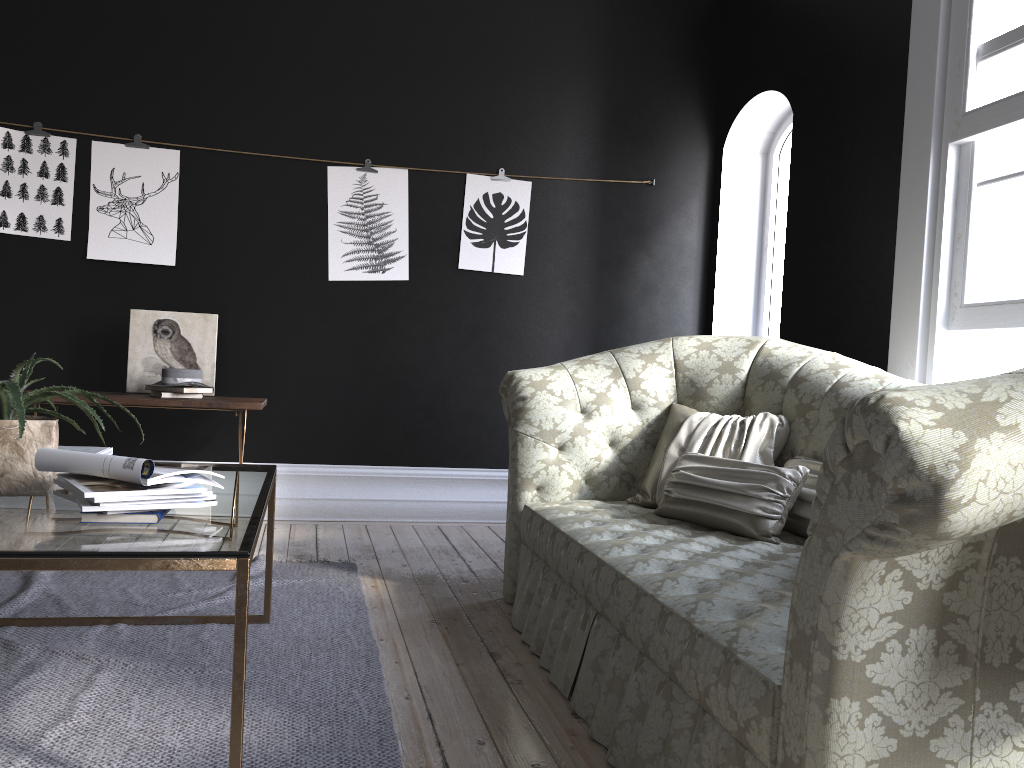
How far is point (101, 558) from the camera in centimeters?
165cm

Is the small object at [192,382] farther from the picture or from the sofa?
the sofa

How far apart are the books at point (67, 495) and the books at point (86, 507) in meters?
0.1

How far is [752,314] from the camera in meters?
5.7 m

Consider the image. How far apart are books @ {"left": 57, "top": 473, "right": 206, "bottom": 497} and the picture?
3.2 meters

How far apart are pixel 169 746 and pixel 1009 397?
1.9m

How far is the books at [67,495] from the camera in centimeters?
204cm

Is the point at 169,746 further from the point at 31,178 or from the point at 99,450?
the point at 31,178

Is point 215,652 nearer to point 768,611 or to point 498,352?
point 768,611

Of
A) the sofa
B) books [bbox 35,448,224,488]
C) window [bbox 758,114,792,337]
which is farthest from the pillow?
window [bbox 758,114,792,337]
